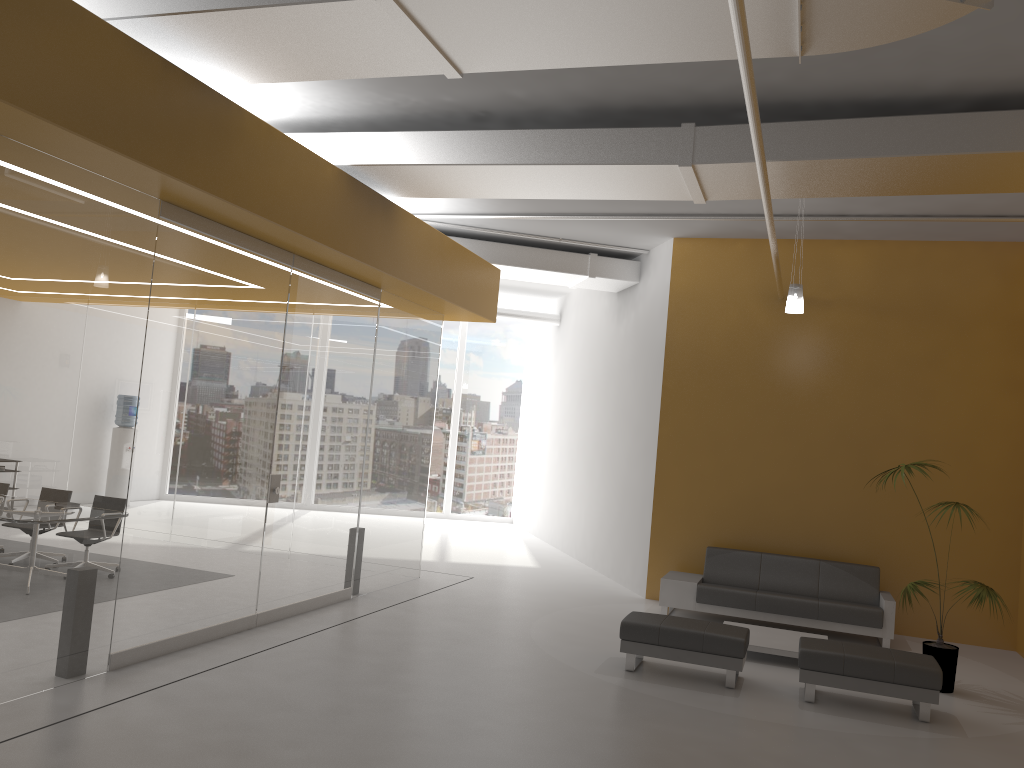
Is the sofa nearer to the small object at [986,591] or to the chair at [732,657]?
the small object at [986,591]

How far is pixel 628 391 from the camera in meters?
12.3 m

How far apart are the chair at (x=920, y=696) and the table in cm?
85

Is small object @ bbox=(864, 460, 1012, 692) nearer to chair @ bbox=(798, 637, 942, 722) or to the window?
chair @ bbox=(798, 637, 942, 722)

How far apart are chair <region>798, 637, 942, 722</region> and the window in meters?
11.9

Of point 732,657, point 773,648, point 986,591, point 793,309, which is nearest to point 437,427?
point 793,309

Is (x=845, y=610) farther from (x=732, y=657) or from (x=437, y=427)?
(x=437, y=427)

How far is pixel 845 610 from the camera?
9.16m

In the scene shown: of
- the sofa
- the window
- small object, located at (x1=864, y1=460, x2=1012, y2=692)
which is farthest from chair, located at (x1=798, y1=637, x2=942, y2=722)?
the window

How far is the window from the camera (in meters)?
18.55
